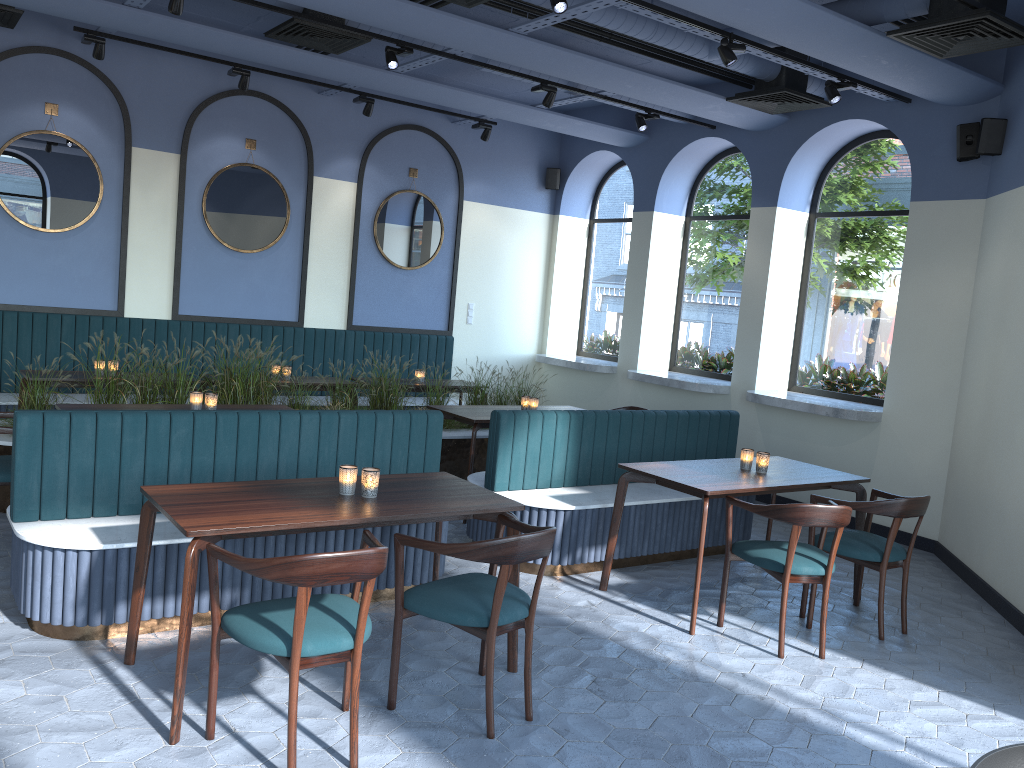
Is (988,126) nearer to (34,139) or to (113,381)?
(113,381)

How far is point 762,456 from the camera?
5.2m

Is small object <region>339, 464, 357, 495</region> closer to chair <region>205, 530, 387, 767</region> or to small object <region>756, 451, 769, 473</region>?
chair <region>205, 530, 387, 767</region>

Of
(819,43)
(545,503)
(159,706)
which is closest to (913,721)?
(545,503)

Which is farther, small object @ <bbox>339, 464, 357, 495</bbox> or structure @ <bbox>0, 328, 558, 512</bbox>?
structure @ <bbox>0, 328, 558, 512</bbox>

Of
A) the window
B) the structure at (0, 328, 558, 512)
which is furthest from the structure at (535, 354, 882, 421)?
the structure at (0, 328, 558, 512)

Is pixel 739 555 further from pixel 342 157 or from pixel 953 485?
pixel 342 157

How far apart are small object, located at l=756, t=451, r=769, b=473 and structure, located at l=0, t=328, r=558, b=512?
2.8m

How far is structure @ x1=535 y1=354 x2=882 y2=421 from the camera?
7.14m

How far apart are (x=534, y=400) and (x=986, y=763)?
5.4m
